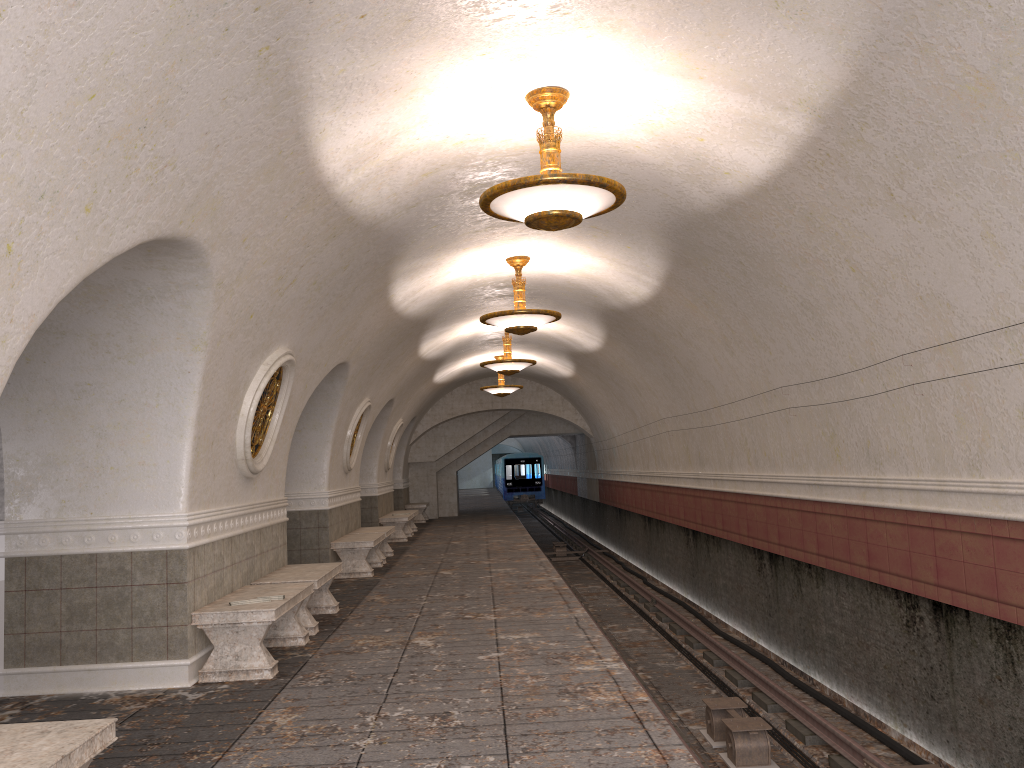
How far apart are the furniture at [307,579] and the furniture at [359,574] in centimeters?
302cm

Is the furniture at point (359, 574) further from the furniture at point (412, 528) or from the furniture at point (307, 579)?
the furniture at point (412, 528)

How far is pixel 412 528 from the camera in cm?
2124

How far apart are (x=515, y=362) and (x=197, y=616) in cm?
939

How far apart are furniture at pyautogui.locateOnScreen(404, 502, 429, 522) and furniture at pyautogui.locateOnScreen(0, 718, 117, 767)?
21.1 meters

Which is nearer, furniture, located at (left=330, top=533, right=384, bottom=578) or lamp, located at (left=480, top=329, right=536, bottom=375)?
furniture, located at (left=330, top=533, right=384, bottom=578)

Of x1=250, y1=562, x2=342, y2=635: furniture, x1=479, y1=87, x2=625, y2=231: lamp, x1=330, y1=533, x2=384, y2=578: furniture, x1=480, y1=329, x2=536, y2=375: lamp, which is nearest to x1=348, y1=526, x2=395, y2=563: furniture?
x1=330, y1=533, x2=384, y2=578: furniture

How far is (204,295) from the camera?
5.88m

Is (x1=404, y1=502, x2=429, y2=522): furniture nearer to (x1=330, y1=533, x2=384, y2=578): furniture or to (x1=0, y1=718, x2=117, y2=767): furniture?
(x1=330, y1=533, x2=384, y2=578): furniture

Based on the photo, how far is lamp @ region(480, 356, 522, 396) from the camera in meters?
20.0
